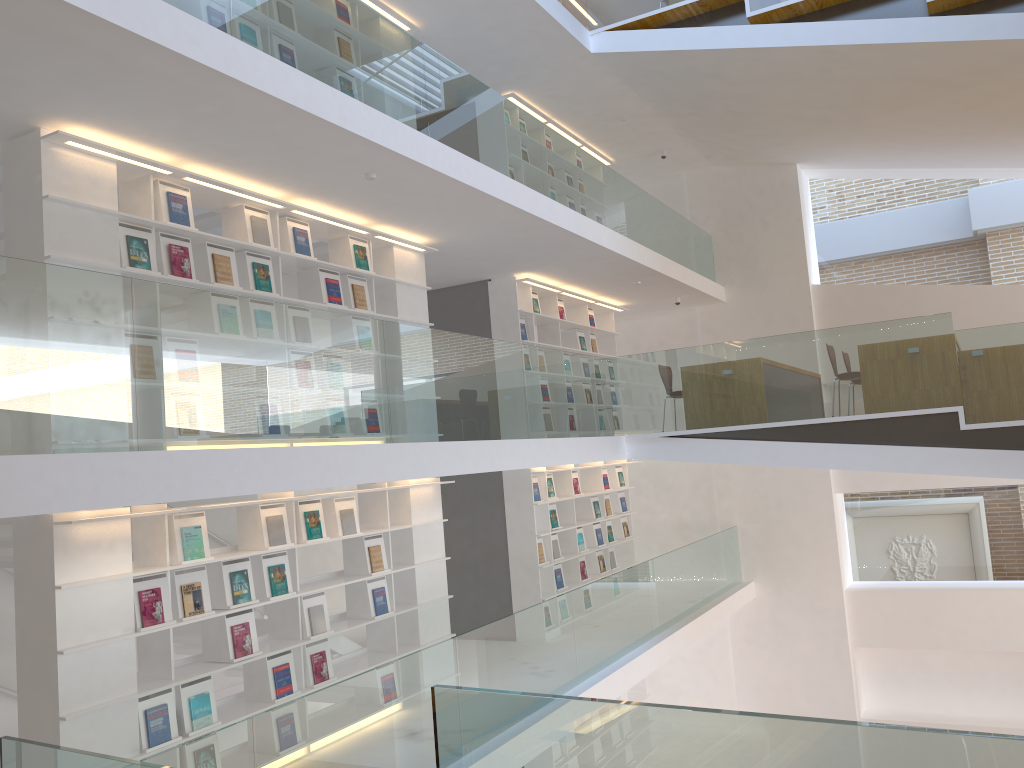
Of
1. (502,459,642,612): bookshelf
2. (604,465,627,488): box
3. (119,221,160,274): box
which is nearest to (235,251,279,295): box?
(119,221,160,274): box

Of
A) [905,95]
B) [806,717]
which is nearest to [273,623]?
[806,717]

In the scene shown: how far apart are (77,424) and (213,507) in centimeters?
187cm

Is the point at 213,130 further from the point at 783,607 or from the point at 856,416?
the point at 783,607

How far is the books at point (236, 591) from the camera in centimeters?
561cm

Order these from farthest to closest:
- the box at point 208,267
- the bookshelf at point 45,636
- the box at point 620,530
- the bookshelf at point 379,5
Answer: the box at point 620,530 → the bookshelf at point 379,5 → the box at point 208,267 → the bookshelf at point 45,636

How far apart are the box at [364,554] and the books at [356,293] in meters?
1.8

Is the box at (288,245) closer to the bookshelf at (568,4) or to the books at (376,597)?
the books at (376,597)

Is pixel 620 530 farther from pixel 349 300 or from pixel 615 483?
pixel 349 300

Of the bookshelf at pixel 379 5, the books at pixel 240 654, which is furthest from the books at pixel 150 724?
the bookshelf at pixel 379 5
